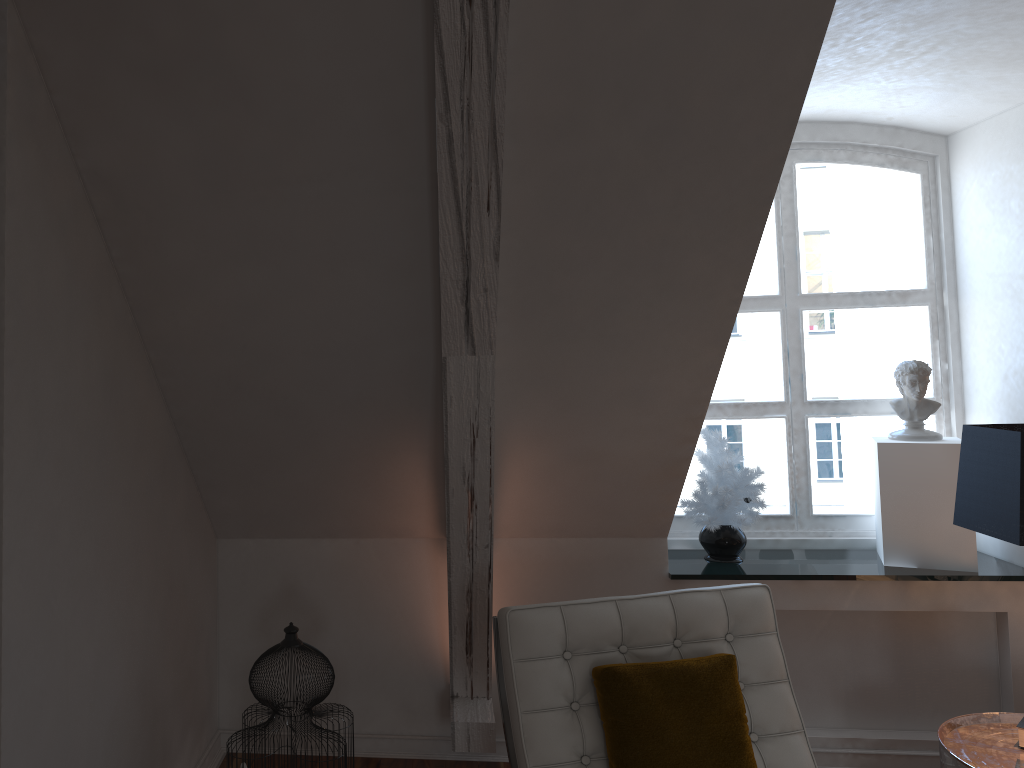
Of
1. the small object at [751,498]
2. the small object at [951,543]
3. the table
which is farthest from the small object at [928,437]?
the table

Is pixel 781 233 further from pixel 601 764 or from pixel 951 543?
pixel 601 764

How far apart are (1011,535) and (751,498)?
0.9m

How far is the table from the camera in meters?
2.2 m

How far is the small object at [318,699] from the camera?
2.0m

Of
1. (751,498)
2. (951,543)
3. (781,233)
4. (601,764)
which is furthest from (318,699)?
(781,233)

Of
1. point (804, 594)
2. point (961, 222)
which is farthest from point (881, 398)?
point (804, 594)

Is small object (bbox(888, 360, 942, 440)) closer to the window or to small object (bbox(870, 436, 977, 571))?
small object (bbox(870, 436, 977, 571))

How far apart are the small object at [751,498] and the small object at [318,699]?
1.3 meters

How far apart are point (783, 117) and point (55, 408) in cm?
142
